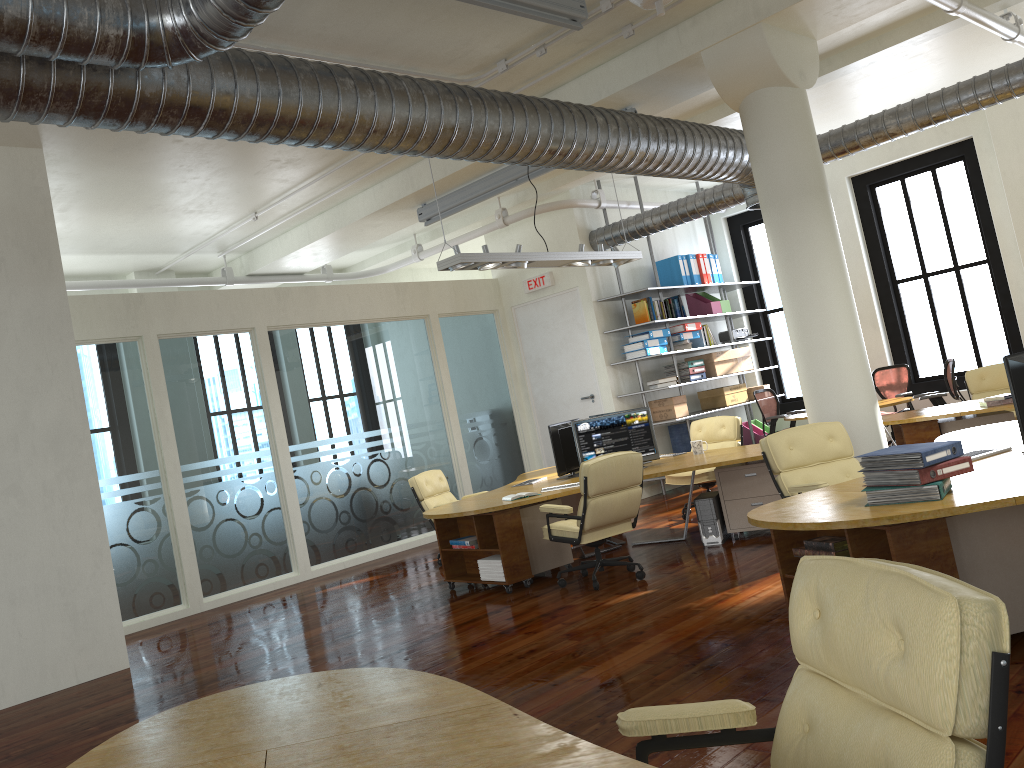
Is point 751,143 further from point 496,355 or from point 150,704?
point 150,704

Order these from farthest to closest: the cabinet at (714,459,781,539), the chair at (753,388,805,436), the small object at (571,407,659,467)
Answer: the chair at (753,388,805,436) < the small object at (571,407,659,467) < the cabinet at (714,459,781,539)

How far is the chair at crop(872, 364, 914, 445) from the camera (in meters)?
11.88

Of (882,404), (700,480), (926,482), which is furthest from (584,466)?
(882,404)

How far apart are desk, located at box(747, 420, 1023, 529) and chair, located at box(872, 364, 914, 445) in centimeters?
587cm

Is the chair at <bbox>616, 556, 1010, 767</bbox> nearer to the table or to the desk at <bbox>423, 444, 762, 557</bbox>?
the desk at <bbox>423, 444, 762, 557</bbox>

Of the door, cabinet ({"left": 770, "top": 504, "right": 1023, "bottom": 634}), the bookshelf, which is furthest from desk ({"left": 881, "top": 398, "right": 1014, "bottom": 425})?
cabinet ({"left": 770, "top": 504, "right": 1023, "bottom": 634})

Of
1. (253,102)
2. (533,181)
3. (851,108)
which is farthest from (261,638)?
(851,108)

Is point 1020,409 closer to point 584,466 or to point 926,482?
point 926,482

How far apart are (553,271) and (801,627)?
10.9m
